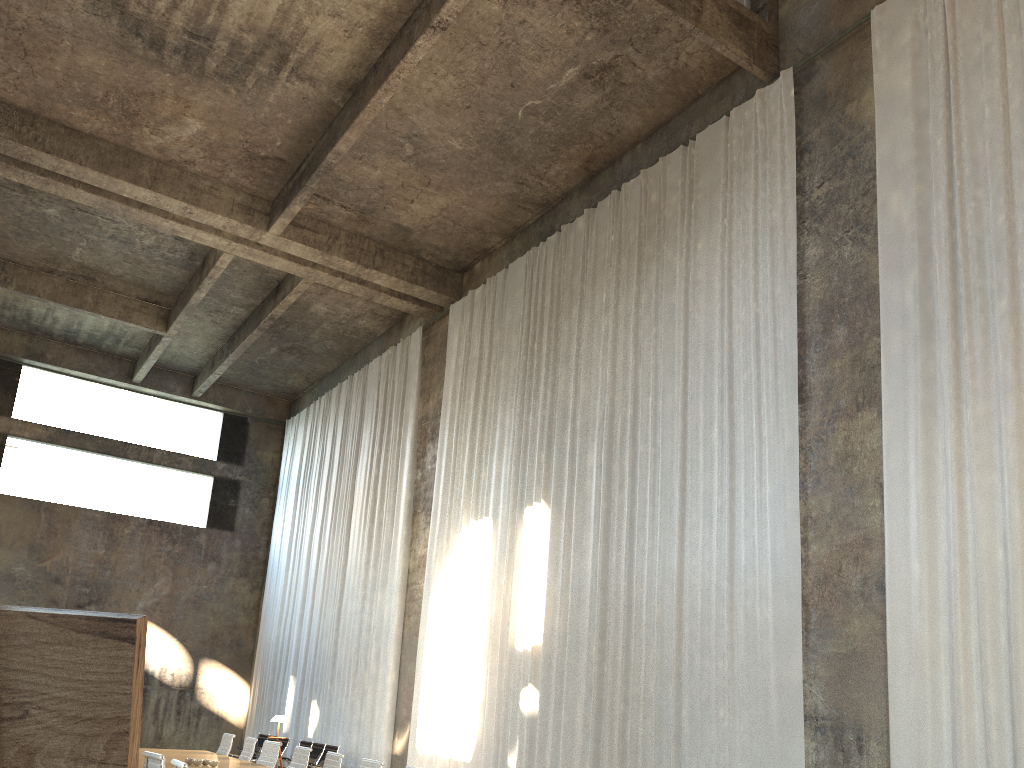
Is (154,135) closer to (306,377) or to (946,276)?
(306,377)

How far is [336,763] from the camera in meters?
8.2

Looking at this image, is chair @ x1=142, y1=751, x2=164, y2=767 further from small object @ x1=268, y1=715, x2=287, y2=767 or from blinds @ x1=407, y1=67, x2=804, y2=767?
small object @ x1=268, y1=715, x2=287, y2=767

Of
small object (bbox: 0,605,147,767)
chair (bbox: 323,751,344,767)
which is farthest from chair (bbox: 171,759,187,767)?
small object (bbox: 0,605,147,767)

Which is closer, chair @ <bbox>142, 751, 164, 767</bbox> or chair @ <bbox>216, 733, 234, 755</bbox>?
chair @ <bbox>142, 751, 164, 767</bbox>

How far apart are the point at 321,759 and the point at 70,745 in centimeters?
1495cm

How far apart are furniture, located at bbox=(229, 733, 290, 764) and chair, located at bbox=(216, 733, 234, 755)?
5.08m

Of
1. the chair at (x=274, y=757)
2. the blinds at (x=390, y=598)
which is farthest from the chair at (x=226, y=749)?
the blinds at (x=390, y=598)

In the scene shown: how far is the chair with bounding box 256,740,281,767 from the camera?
9.7m

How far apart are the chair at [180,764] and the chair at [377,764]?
2.0m
